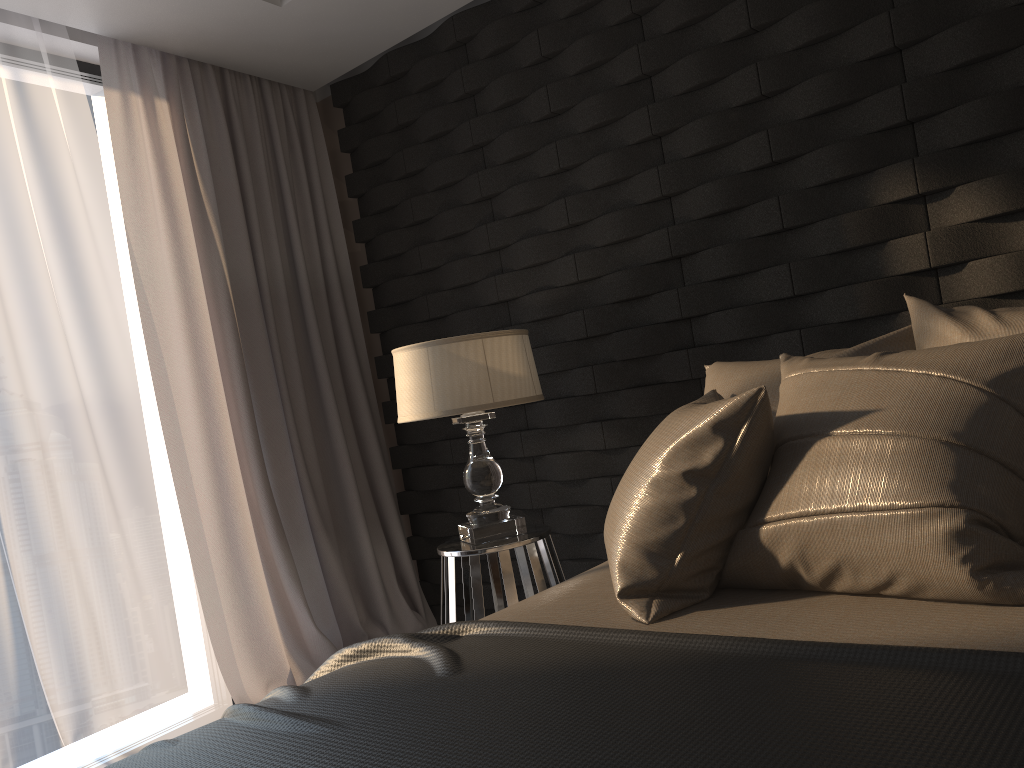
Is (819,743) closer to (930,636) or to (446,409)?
(930,636)

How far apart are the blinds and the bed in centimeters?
163cm

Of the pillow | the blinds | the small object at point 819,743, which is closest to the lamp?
the pillow

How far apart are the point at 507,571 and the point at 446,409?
0.5 meters

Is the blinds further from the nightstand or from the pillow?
the pillow

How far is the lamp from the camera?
2.6m

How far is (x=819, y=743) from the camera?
0.9m

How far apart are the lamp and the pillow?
0.64m

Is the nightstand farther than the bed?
Yes

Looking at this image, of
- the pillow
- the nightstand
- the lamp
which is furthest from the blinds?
the pillow
